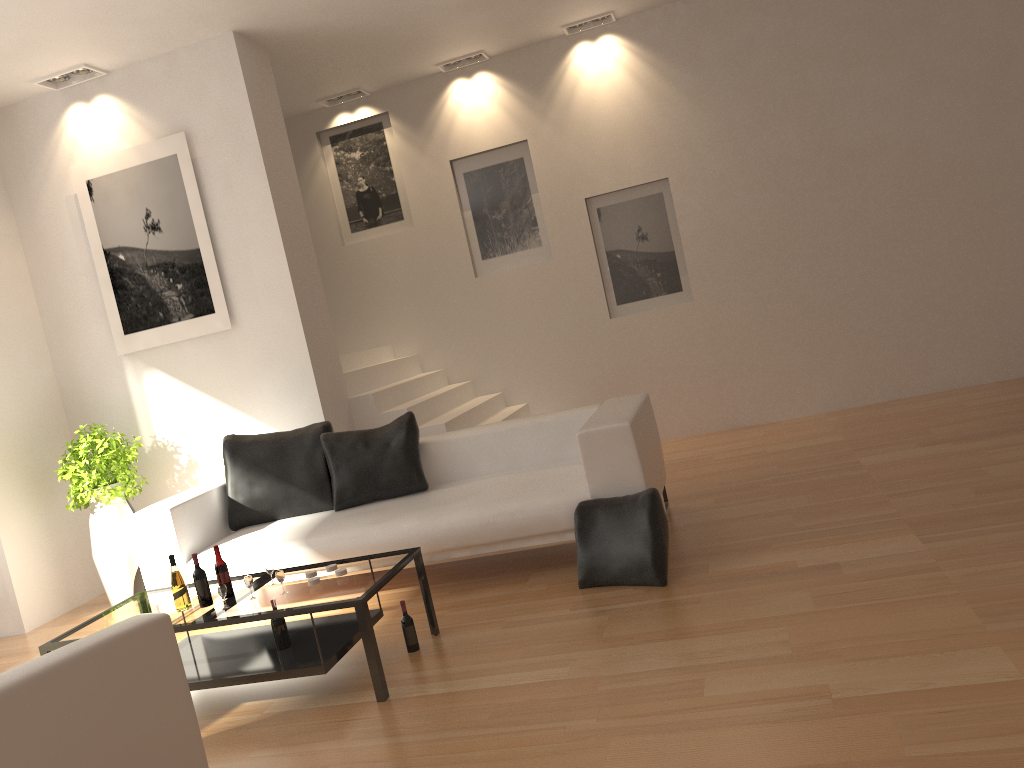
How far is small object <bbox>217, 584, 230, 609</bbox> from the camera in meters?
3.8 m

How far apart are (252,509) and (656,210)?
4.43m

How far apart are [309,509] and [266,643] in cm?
163

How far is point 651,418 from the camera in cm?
546

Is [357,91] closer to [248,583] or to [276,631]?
[248,583]

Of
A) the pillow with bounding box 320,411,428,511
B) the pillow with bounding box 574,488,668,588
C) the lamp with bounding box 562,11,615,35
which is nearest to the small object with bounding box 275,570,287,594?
the pillow with bounding box 574,488,668,588

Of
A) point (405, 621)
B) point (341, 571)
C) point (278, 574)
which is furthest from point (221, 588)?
point (405, 621)

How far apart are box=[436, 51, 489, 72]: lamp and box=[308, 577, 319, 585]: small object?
5.6 meters

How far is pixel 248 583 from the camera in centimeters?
389cm

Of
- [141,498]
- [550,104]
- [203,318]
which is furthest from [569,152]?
[141,498]
